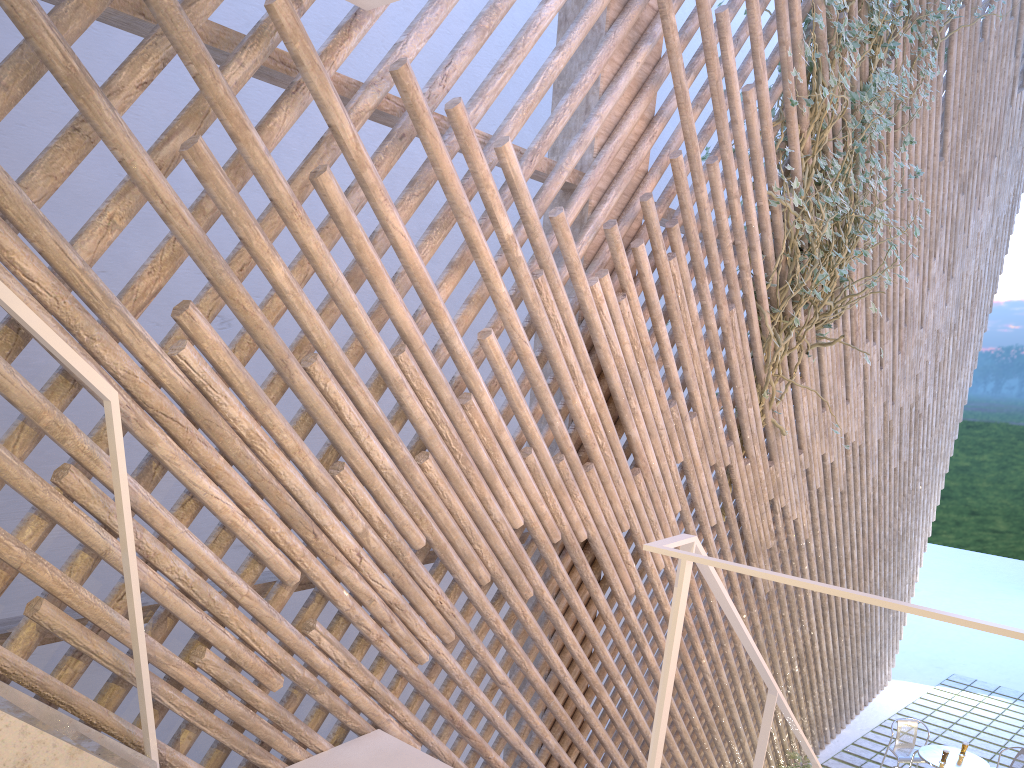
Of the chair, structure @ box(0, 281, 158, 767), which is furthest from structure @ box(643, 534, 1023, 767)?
the chair

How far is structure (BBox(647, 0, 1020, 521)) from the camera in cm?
278

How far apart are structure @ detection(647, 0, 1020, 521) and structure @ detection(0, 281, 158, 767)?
2.2m

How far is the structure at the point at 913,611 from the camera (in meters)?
0.90

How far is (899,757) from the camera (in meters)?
4.31

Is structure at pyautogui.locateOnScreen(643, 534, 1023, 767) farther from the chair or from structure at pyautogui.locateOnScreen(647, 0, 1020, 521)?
the chair

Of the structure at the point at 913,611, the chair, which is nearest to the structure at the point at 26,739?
the structure at the point at 913,611

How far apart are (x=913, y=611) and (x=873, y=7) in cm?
249

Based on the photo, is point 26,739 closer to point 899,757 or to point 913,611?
point 913,611

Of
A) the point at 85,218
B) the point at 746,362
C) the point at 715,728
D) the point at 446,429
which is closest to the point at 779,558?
the point at 715,728
